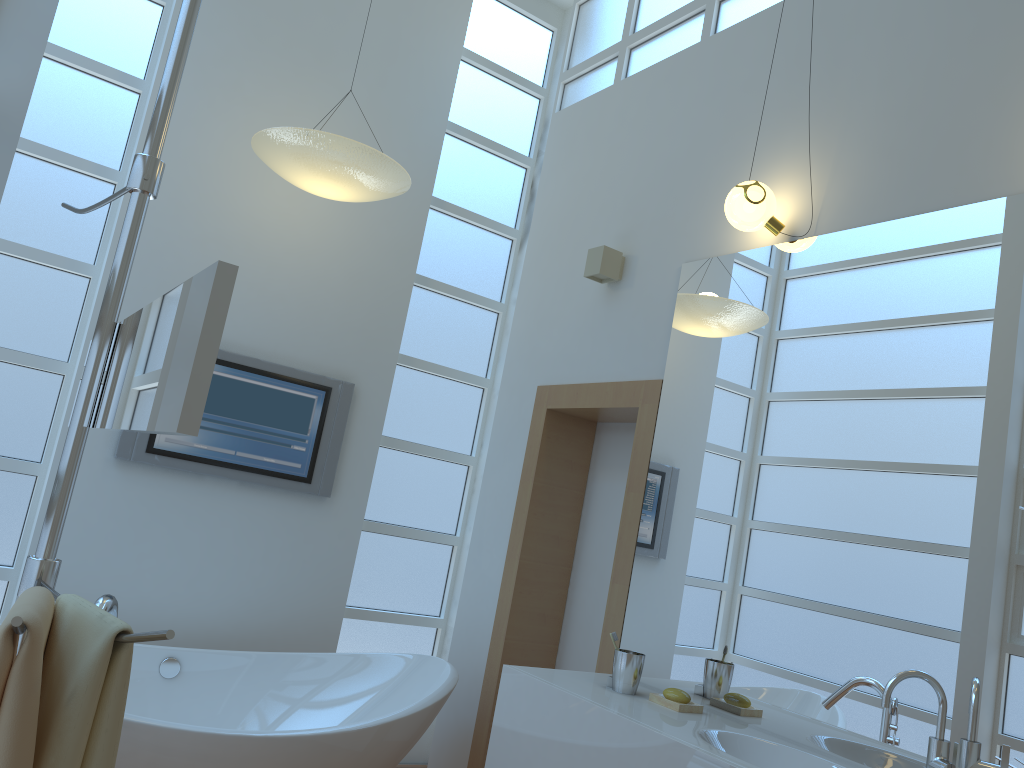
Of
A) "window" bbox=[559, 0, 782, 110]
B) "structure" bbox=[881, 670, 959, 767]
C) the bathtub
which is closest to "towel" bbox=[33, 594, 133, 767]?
the bathtub

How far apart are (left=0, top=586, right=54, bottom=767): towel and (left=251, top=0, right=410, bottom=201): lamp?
2.3 meters

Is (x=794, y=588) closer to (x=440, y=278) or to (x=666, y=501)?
(x=666, y=501)

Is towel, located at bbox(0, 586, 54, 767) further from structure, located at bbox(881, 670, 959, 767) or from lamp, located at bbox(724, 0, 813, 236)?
lamp, located at bbox(724, 0, 813, 236)

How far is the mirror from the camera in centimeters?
84cm

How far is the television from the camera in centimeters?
355cm

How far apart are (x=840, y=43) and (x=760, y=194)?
0.6 meters

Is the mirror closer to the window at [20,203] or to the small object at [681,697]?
the small object at [681,697]

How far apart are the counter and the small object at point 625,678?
0.02m

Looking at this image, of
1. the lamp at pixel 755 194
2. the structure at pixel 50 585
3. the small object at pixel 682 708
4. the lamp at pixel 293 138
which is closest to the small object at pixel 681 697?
the small object at pixel 682 708
